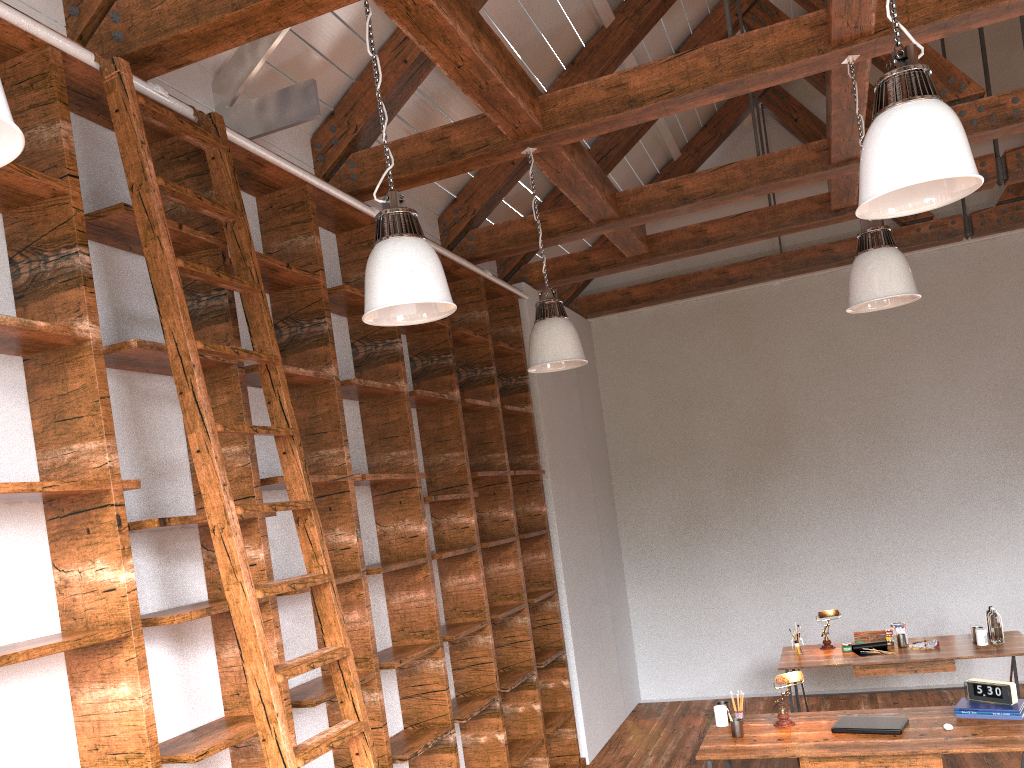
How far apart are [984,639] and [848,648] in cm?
83

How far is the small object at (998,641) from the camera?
5.5 meters

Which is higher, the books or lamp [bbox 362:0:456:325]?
lamp [bbox 362:0:456:325]

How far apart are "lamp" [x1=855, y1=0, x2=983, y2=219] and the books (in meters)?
2.82

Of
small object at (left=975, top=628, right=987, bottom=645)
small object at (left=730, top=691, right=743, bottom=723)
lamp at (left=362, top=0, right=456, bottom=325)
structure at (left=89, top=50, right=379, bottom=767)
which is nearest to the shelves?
structure at (left=89, top=50, right=379, bottom=767)

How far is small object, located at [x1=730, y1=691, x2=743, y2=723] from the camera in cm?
450

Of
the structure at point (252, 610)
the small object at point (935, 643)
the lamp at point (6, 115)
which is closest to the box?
the small object at point (935, 643)

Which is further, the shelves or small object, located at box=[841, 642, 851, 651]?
small object, located at box=[841, 642, 851, 651]

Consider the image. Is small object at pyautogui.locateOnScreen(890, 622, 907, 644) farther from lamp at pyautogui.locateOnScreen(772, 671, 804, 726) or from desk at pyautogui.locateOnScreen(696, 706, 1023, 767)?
lamp at pyautogui.locateOnScreen(772, 671, 804, 726)

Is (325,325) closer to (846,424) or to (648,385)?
(648,385)
